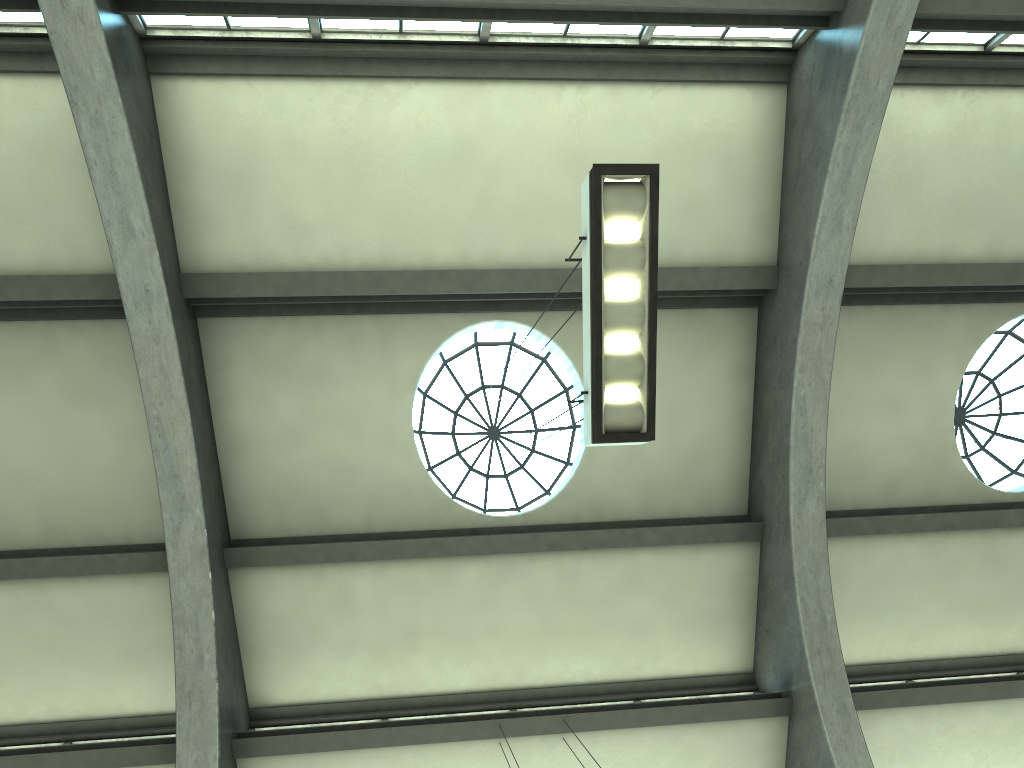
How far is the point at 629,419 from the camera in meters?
5.6 m

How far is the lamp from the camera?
5.63m

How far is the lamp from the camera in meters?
5.6 m
